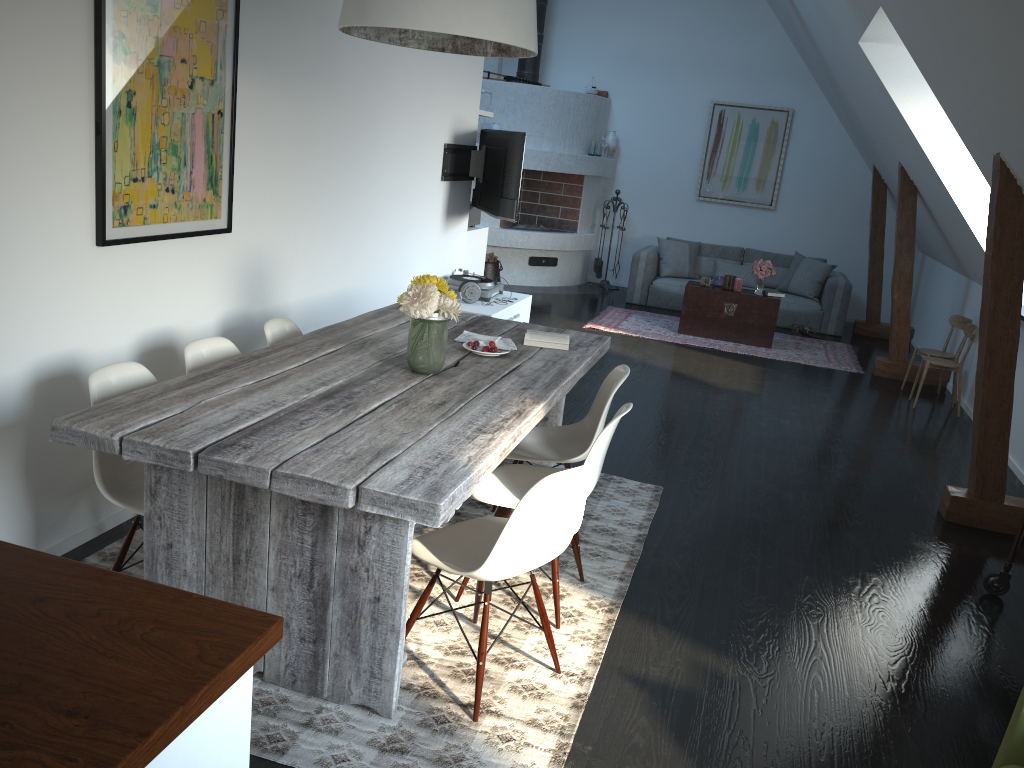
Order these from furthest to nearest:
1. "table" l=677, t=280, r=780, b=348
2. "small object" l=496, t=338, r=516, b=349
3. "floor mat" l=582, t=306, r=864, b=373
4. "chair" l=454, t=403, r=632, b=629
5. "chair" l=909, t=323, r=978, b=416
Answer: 1. "table" l=677, t=280, r=780, b=348
2. "floor mat" l=582, t=306, r=864, b=373
3. "chair" l=909, t=323, r=978, b=416
4. "small object" l=496, t=338, r=516, b=349
5. "chair" l=454, t=403, r=632, b=629

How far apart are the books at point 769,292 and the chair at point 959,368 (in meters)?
1.99

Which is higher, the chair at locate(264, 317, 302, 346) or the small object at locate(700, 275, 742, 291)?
the chair at locate(264, 317, 302, 346)

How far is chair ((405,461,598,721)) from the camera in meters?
2.5

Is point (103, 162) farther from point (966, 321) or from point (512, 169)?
point (966, 321)

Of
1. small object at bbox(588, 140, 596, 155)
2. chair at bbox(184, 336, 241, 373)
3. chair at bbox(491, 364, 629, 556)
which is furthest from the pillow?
chair at bbox(184, 336, 241, 373)

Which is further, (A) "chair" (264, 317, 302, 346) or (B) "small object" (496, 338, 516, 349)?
(B) "small object" (496, 338, 516, 349)

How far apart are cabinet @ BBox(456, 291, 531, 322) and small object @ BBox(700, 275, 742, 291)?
2.7 meters

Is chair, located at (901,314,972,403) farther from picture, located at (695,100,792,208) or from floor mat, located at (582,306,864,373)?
picture, located at (695,100,792,208)

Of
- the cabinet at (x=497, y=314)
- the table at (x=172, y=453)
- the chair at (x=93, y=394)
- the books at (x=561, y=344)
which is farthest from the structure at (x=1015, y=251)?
the chair at (x=93, y=394)
